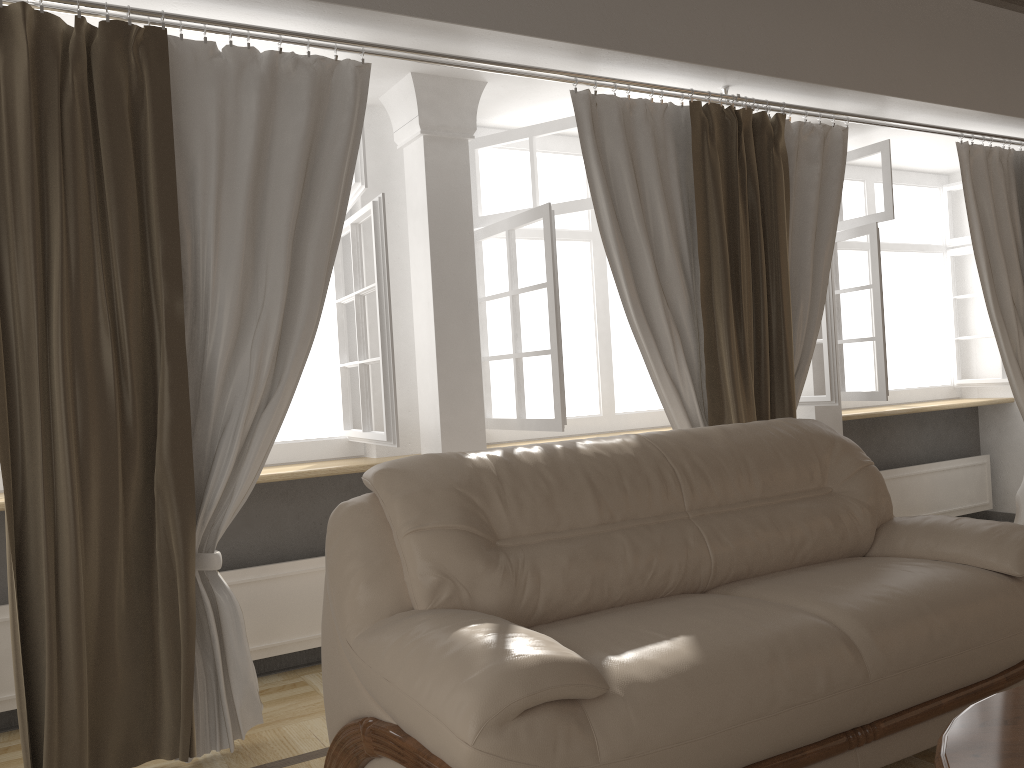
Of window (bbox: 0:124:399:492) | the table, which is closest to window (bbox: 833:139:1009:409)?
window (bbox: 0:124:399:492)

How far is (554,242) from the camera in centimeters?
356cm

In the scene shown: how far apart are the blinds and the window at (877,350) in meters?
0.4 m

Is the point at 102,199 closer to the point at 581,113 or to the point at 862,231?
the point at 581,113

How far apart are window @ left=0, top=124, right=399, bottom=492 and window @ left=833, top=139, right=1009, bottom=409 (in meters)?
2.64

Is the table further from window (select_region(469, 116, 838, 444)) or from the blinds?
window (select_region(469, 116, 838, 444))

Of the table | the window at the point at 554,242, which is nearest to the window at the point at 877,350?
the window at the point at 554,242

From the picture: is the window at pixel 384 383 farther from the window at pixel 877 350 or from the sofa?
the window at pixel 877 350

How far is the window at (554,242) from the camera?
3.56m

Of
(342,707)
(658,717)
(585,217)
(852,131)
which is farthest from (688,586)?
(852,131)
